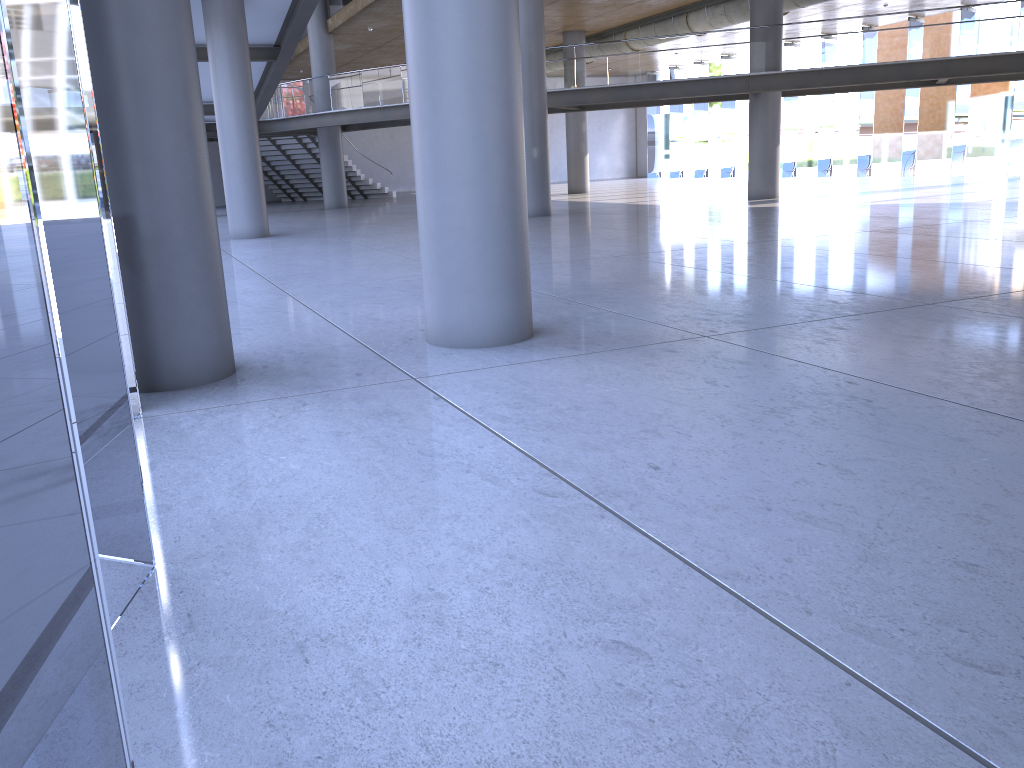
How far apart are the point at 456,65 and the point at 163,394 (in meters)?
2.80
